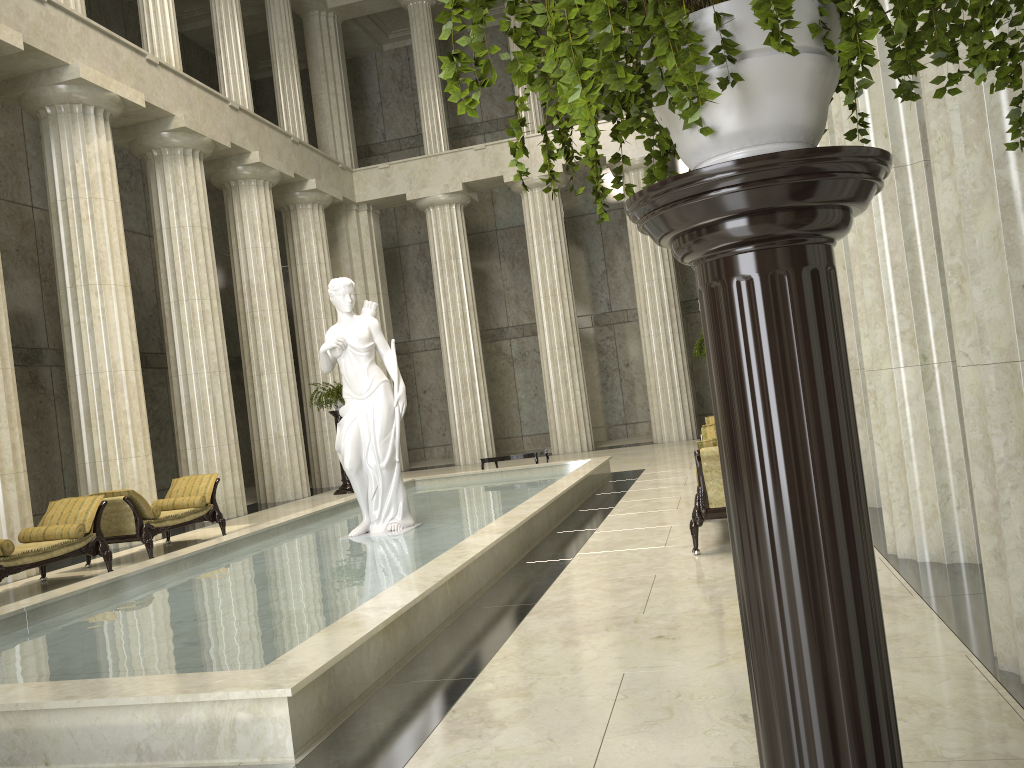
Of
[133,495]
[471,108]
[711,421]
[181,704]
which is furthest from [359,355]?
[471,108]

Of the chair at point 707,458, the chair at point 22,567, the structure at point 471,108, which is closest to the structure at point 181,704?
the chair at point 707,458

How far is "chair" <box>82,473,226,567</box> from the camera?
11.1 meters

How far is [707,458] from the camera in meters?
7.0

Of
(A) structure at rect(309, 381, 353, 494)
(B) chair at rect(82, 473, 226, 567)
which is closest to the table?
(A) structure at rect(309, 381, 353, 494)

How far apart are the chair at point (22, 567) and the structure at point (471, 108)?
9.1 meters

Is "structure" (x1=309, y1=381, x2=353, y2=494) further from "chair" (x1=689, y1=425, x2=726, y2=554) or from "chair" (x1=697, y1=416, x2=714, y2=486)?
"chair" (x1=689, y1=425, x2=726, y2=554)

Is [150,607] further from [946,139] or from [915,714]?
[946,139]

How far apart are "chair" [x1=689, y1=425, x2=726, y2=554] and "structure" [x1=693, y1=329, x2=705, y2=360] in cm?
792

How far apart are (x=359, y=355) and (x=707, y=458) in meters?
4.2
